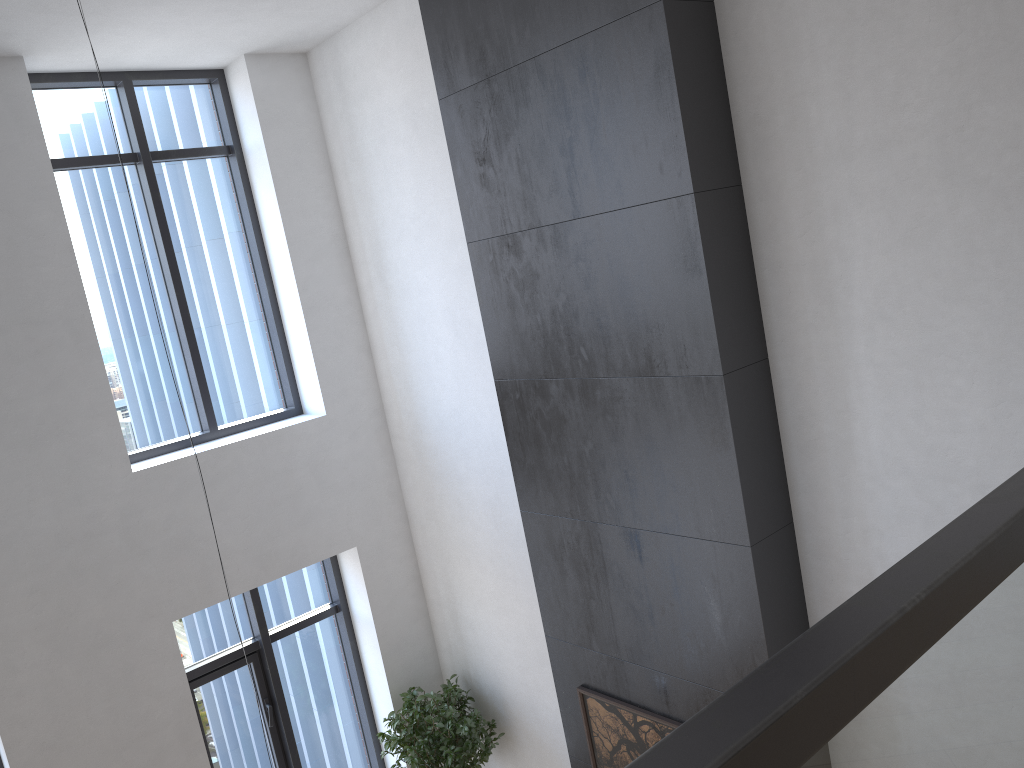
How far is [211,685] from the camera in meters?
6.0 m

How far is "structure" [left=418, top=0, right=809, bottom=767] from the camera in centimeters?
356cm

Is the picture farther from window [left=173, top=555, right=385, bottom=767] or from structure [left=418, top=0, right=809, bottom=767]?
window [left=173, top=555, right=385, bottom=767]

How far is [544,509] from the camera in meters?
4.7

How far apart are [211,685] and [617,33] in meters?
4.9

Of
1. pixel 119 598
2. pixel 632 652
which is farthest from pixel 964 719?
pixel 119 598

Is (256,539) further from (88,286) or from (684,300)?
(684,300)

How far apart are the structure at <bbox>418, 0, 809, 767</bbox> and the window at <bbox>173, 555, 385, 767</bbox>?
2.1m

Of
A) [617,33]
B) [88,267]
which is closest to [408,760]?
[88,267]

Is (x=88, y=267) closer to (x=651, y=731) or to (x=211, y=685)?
(x=211, y=685)
